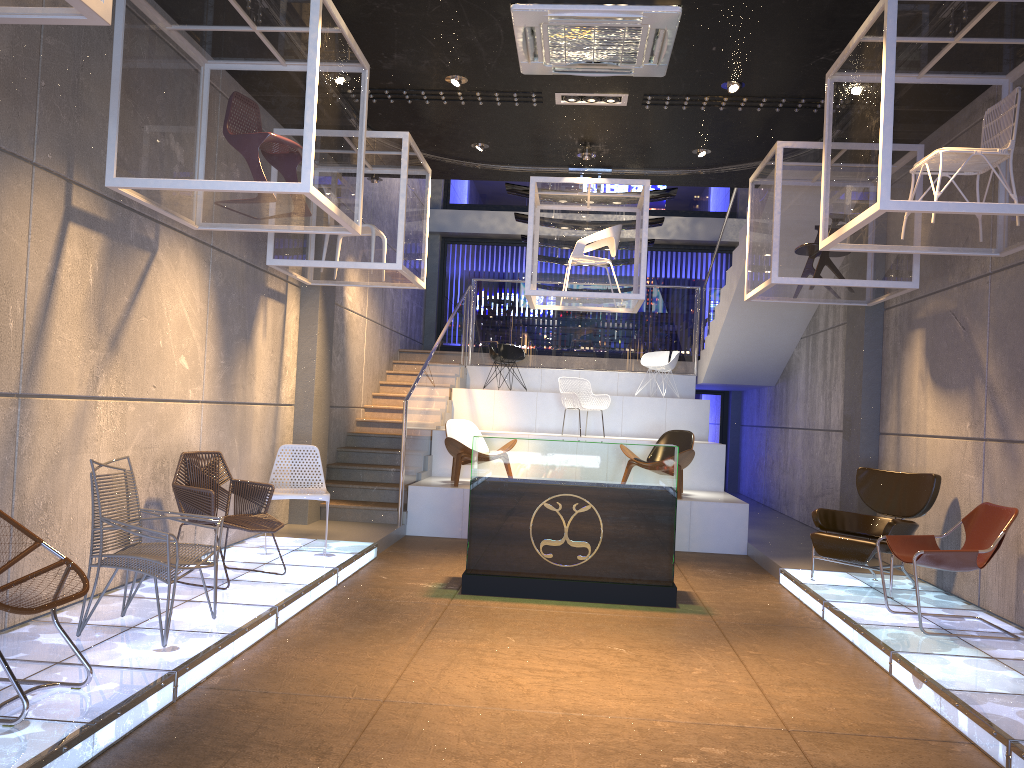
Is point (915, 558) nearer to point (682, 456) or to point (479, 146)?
point (682, 456)

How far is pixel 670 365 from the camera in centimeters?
1339cm

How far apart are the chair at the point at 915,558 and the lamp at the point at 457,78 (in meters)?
4.70

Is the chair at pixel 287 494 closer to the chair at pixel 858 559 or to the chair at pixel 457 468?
the chair at pixel 457 468

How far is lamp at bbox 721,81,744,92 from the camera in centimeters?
689cm

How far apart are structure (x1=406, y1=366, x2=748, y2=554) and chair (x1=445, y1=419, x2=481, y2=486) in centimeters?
9cm

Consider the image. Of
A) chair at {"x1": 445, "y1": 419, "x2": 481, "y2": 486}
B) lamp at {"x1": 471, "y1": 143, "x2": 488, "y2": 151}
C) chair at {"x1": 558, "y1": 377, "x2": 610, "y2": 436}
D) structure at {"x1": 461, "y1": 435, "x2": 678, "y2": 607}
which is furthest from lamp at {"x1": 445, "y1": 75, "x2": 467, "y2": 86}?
chair at {"x1": 558, "y1": 377, "x2": 610, "y2": 436}

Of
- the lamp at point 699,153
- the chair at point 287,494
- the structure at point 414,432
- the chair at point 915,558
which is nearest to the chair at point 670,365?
the structure at point 414,432

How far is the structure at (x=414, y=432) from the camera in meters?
10.1

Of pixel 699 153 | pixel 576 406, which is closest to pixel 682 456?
pixel 576 406
